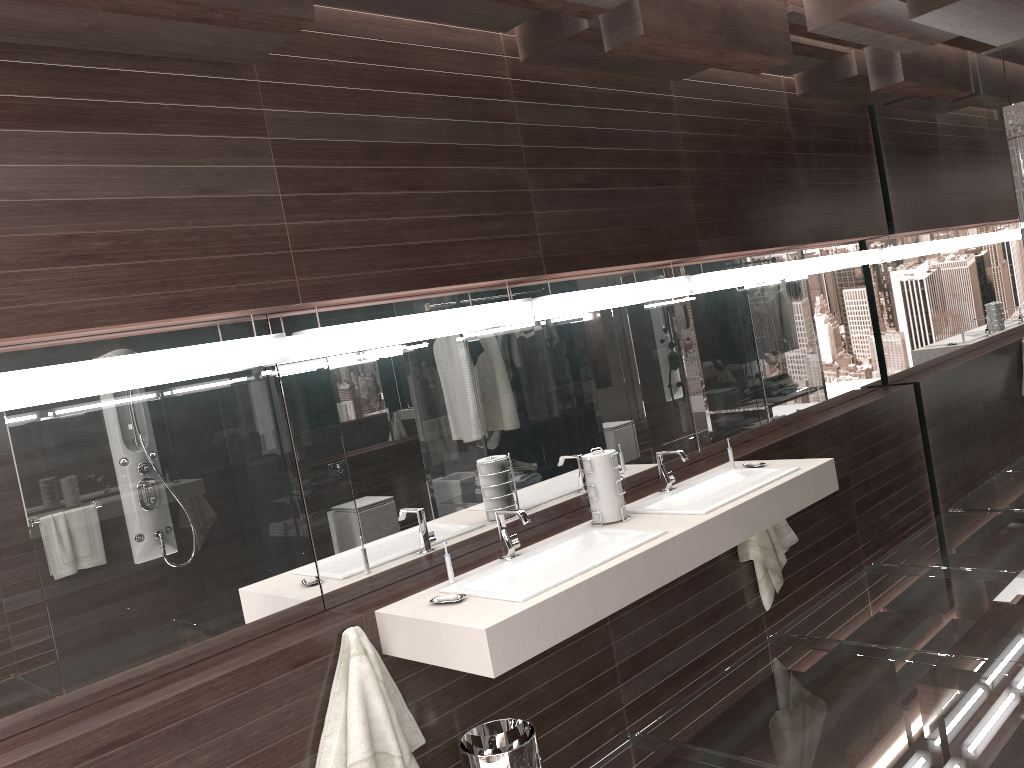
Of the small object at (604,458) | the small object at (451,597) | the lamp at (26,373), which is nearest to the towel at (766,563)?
the small object at (604,458)

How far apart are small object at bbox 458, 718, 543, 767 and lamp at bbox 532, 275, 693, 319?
1.42m

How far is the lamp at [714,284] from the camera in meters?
4.1

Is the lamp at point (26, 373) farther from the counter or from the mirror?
the counter

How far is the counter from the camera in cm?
231

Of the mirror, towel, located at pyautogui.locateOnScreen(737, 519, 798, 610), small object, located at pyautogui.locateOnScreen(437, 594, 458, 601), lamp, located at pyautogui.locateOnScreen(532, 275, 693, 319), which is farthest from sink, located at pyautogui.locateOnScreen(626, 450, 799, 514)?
small object, located at pyautogui.locateOnScreen(437, 594, 458, 601)

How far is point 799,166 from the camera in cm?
465

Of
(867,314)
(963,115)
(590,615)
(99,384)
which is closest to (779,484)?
(590,615)

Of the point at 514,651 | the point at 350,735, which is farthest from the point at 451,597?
the point at 350,735

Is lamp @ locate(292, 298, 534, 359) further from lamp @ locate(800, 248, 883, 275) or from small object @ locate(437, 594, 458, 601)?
lamp @ locate(800, 248, 883, 275)
